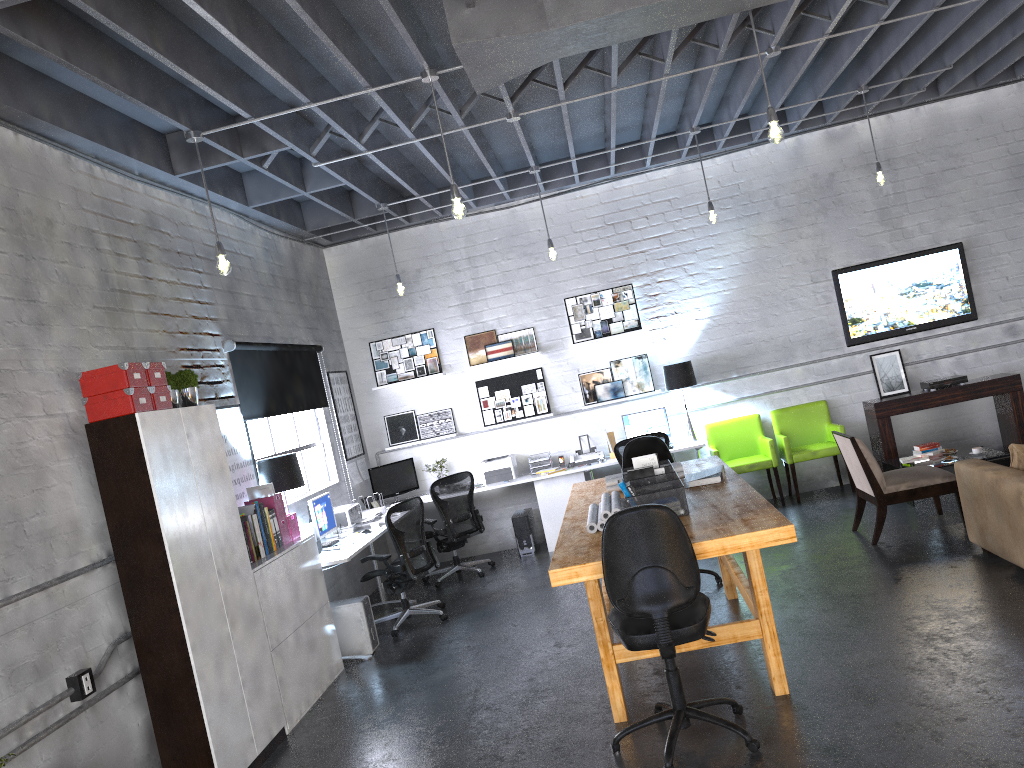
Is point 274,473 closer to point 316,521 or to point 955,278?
point 316,521

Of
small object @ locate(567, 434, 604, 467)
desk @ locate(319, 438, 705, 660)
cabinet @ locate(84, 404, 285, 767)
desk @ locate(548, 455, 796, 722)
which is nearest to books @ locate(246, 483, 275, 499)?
desk @ locate(319, 438, 705, 660)

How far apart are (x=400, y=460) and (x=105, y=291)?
4.65m

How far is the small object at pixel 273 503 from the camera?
6.1m

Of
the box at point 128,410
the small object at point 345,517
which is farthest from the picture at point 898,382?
the box at point 128,410

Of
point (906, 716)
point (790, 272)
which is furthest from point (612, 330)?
point (906, 716)

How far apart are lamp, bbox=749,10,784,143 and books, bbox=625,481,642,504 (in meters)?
2.12

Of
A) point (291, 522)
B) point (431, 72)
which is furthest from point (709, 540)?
point (291, 522)

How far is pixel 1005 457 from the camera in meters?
7.5 m

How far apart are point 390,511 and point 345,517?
0.82m
